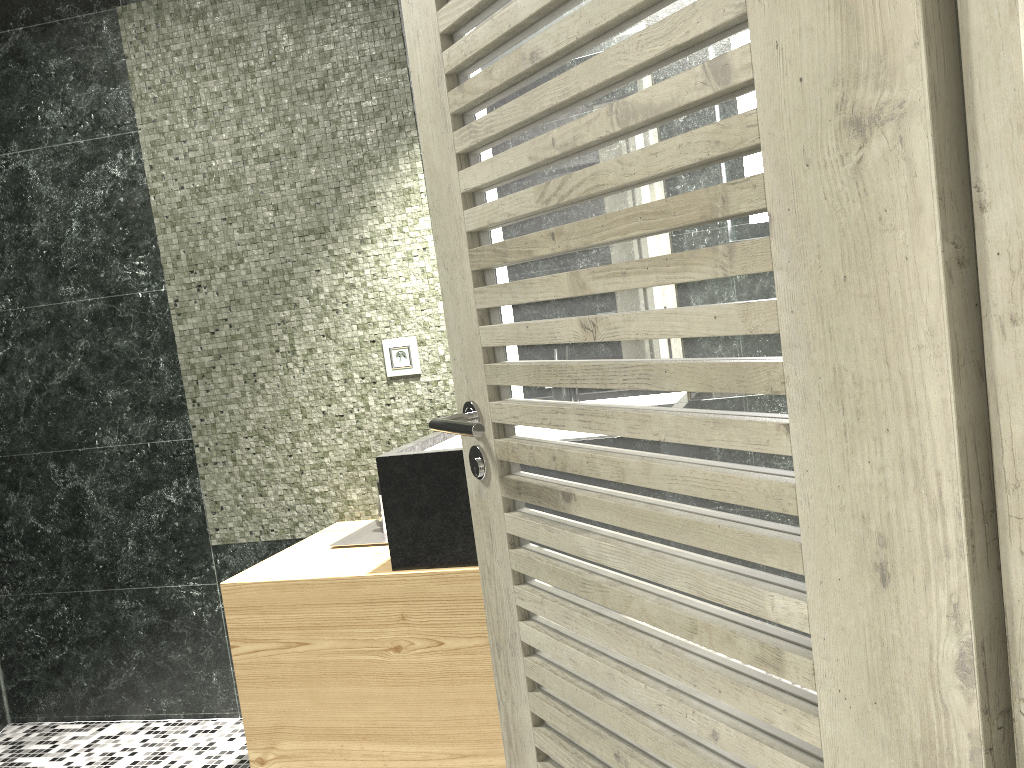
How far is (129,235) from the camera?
3.4m

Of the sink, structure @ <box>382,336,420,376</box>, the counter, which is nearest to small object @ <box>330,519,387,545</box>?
the counter

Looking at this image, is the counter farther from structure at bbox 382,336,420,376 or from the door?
the door

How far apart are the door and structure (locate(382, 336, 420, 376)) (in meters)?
1.44

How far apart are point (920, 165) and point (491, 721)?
2.08m

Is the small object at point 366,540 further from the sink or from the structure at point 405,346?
the structure at point 405,346

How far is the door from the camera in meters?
0.7

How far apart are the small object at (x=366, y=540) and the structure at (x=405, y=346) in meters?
0.5

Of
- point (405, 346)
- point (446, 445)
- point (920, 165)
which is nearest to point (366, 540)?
point (446, 445)

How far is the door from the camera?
0.7m
